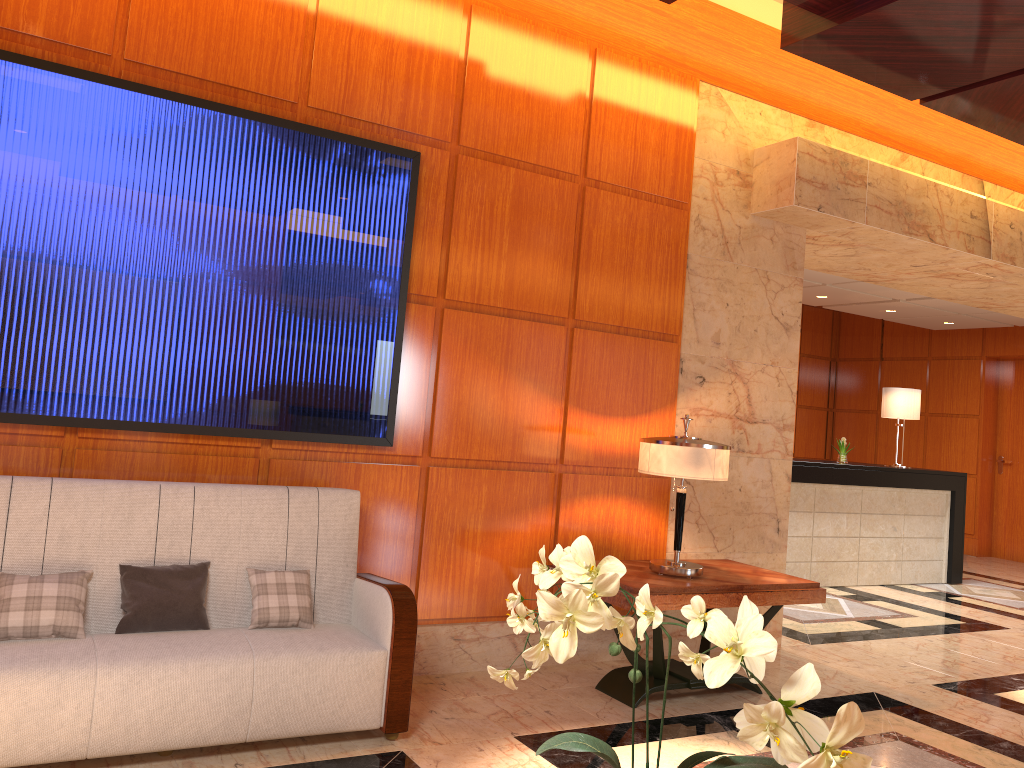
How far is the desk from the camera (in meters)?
8.17

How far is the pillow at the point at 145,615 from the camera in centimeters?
334cm

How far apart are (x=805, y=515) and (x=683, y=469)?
4.4m

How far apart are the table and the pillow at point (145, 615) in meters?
1.8 m

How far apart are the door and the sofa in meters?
10.7 m

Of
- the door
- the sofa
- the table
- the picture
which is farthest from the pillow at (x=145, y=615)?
the door

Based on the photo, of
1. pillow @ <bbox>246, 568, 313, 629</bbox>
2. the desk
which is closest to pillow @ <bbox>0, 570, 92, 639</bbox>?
pillow @ <bbox>246, 568, 313, 629</bbox>

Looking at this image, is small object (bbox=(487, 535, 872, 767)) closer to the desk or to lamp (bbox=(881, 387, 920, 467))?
the desk

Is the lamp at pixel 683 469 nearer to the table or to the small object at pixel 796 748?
the table

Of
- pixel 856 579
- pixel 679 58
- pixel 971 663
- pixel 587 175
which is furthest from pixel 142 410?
pixel 856 579
